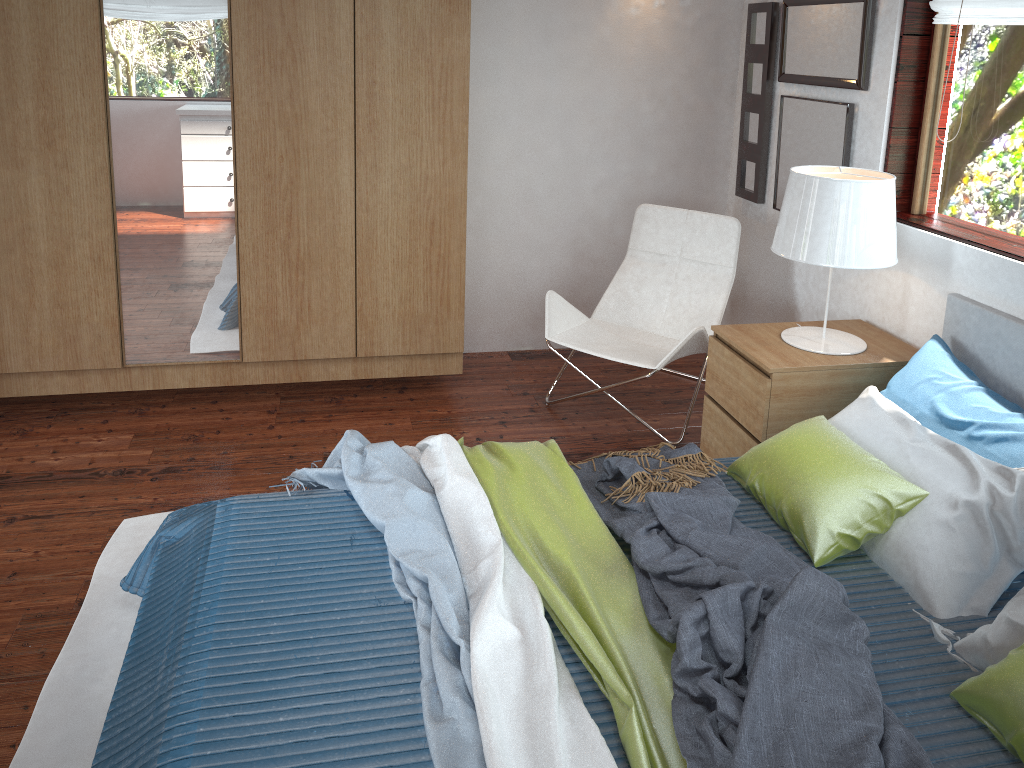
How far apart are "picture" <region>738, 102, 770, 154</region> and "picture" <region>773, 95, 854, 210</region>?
0.1 meters

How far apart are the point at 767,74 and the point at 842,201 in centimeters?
129cm

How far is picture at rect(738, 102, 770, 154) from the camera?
3.81m

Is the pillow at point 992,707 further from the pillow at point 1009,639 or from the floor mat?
the floor mat

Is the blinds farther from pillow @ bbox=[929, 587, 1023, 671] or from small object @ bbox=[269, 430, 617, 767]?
small object @ bbox=[269, 430, 617, 767]

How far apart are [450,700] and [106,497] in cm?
179

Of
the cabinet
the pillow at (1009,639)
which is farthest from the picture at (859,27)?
the pillow at (1009,639)

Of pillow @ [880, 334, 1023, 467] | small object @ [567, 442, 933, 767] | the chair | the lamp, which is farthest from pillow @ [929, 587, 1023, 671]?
the chair

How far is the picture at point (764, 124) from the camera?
3.81m

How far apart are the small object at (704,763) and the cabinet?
1.2 meters
